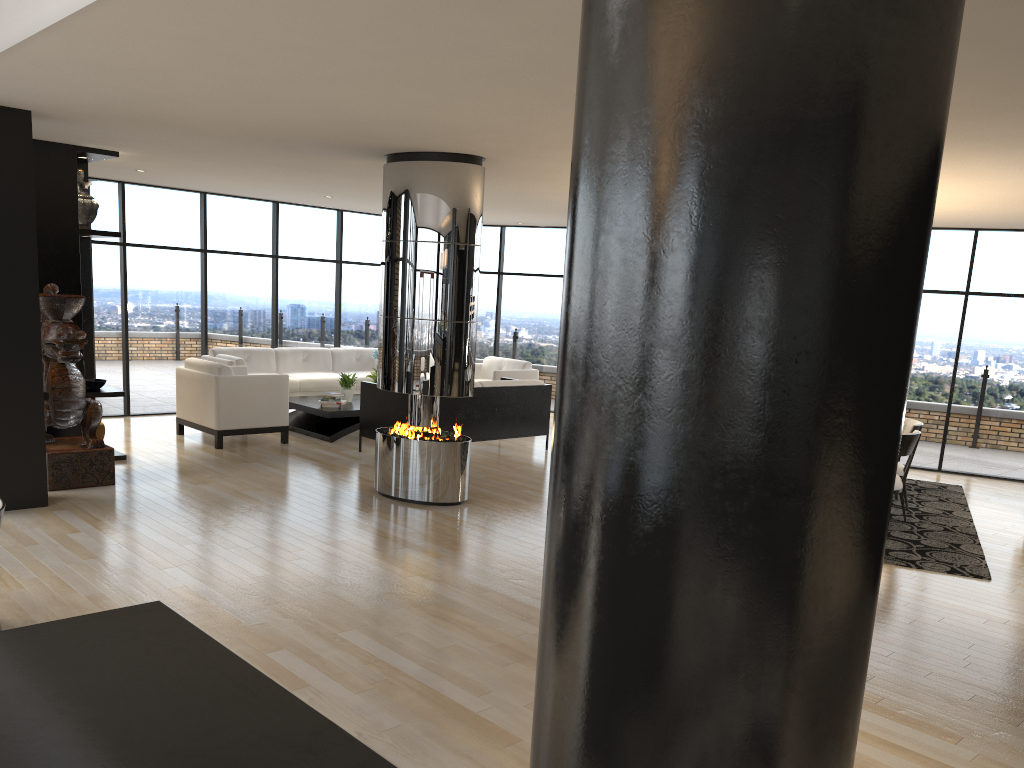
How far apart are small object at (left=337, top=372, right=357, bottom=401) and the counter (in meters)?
8.84

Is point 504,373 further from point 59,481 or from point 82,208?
point 59,481

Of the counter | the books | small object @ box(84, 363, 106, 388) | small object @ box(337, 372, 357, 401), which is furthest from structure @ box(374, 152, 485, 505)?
the counter

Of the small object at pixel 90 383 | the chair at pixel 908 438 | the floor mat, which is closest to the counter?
the floor mat

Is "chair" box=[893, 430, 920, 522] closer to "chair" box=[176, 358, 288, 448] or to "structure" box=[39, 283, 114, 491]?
"chair" box=[176, 358, 288, 448]

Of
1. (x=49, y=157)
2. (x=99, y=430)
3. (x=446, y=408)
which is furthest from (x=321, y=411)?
(x=49, y=157)

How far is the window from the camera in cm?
989

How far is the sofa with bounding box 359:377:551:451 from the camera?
9.0m

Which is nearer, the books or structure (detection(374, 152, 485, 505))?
structure (detection(374, 152, 485, 505))

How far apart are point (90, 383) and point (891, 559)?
6.9 meters
